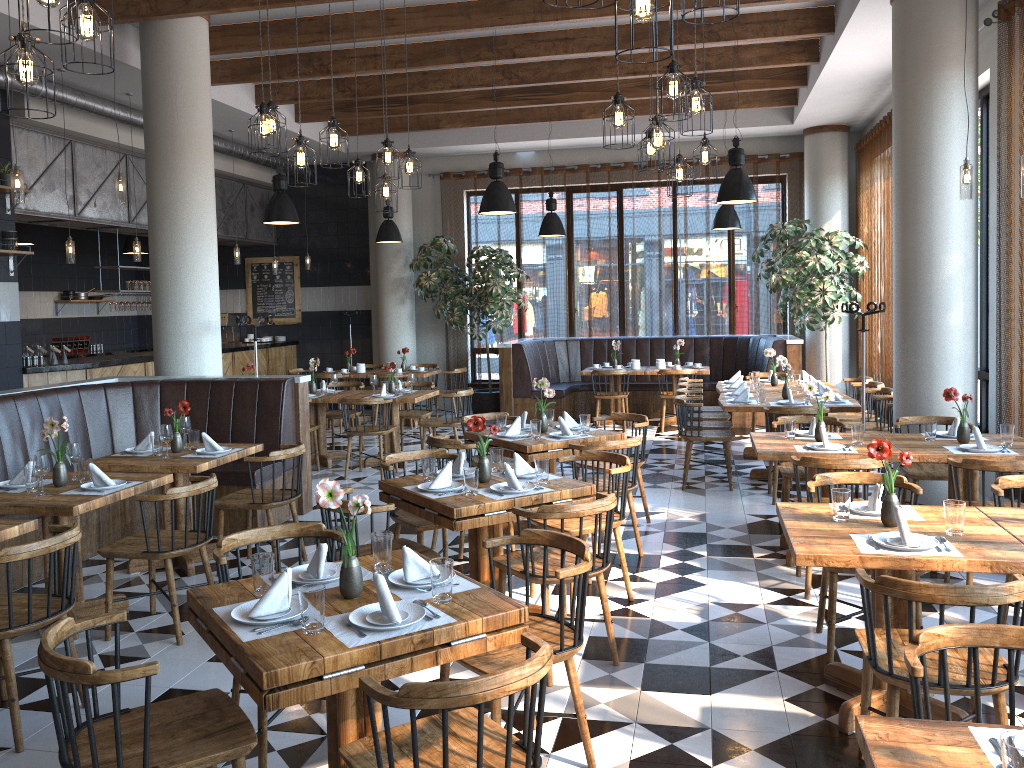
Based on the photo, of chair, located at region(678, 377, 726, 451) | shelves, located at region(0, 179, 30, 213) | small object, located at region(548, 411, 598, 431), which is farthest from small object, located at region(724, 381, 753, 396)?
shelves, located at region(0, 179, 30, 213)

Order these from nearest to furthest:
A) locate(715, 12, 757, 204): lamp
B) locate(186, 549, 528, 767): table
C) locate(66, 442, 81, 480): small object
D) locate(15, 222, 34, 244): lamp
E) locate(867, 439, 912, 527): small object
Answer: locate(186, 549, 528, 767): table
locate(867, 439, 912, 527): small object
locate(66, 442, 81, 480): small object
locate(715, 12, 757, 204): lamp
locate(15, 222, 34, 244): lamp

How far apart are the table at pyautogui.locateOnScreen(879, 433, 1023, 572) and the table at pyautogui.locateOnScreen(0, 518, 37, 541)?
4.78m

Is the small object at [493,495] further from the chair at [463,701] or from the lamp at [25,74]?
the lamp at [25,74]

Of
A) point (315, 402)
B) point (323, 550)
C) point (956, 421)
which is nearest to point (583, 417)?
point (956, 421)

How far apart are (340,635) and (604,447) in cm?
330

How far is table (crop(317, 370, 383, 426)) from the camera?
12.39m

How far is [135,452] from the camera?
6.0m

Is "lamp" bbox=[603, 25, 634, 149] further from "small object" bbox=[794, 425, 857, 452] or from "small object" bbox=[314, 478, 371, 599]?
"small object" bbox=[314, 478, 371, 599]

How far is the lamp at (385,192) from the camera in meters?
6.9 m
